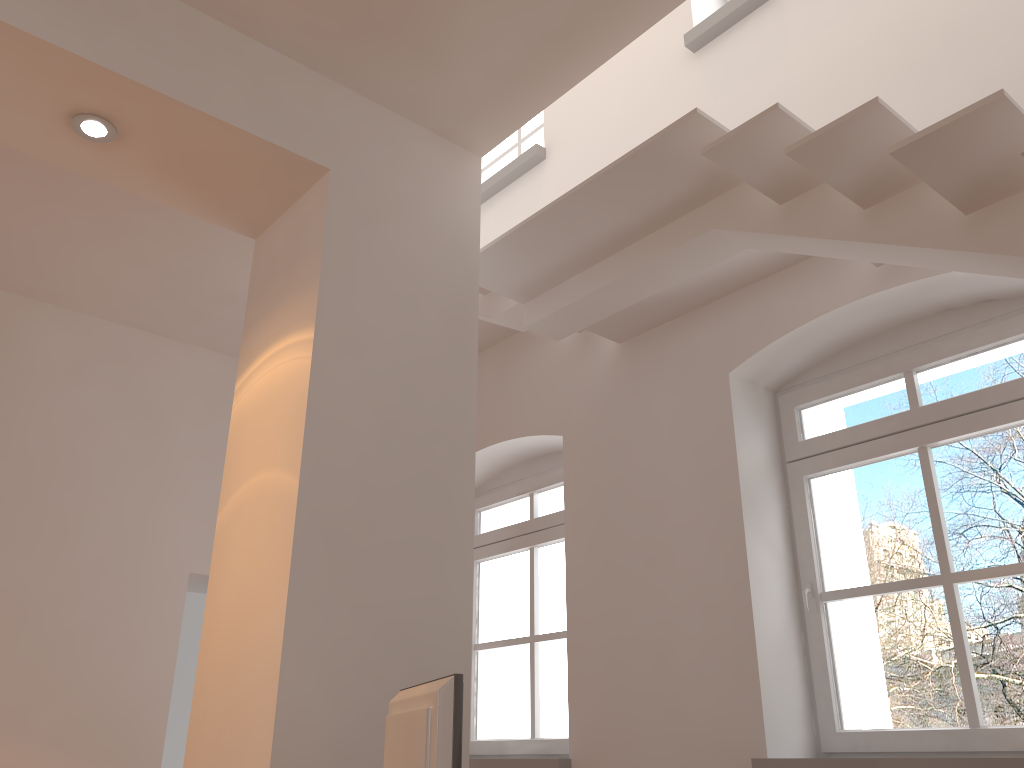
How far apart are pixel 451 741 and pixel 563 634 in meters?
3.1 m

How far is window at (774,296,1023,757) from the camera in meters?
3.3 m

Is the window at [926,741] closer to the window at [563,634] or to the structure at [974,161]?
the structure at [974,161]

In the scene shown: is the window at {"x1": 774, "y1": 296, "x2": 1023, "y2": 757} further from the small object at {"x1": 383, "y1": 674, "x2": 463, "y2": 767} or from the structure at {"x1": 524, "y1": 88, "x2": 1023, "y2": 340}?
the small object at {"x1": 383, "y1": 674, "x2": 463, "y2": 767}

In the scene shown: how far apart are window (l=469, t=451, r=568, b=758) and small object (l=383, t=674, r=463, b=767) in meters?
2.6 m

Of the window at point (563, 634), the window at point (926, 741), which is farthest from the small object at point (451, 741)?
the window at point (563, 634)

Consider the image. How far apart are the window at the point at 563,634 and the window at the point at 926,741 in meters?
1.5 m

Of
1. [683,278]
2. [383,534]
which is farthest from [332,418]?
[683,278]

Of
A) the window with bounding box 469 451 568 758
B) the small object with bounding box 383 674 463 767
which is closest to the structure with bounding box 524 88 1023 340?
the window with bounding box 469 451 568 758

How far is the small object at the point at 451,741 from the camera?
1.9 meters
